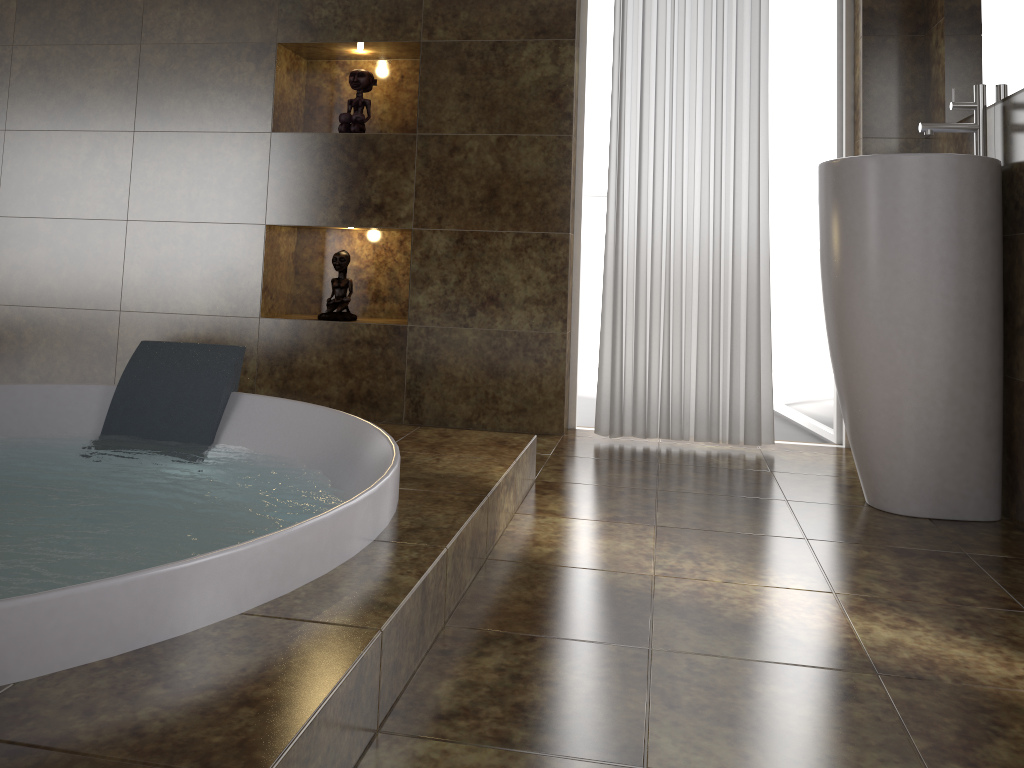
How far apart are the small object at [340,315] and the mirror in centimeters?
209cm

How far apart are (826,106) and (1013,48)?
1.2m

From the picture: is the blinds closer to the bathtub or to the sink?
the sink

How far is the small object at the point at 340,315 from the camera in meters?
3.3 m

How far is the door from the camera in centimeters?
322cm

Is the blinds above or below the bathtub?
above

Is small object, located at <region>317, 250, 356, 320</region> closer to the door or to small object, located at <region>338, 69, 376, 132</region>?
small object, located at <region>338, 69, 376, 132</region>

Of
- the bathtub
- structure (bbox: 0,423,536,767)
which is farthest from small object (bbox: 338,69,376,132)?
structure (bbox: 0,423,536,767)

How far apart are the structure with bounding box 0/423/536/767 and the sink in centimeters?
85cm

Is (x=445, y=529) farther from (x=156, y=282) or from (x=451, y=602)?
(x=156, y=282)
